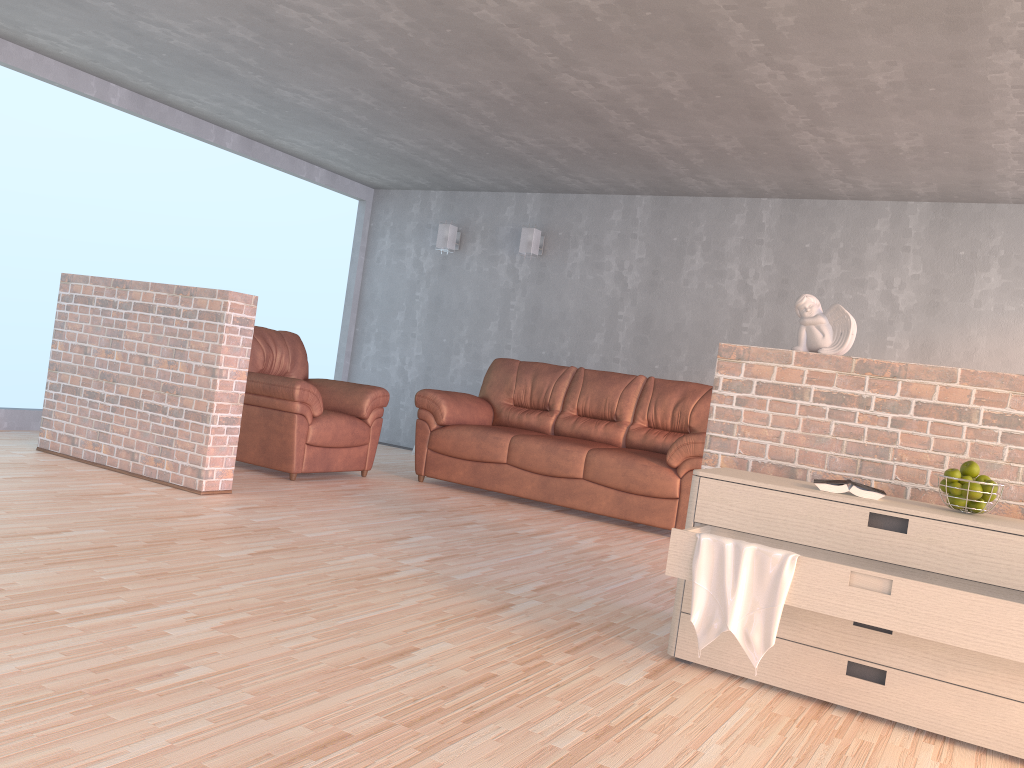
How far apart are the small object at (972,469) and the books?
0.25m

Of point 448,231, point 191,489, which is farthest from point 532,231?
point 191,489

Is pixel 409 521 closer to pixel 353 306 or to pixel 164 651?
pixel 164 651

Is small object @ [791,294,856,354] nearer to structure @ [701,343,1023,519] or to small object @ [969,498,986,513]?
structure @ [701,343,1023,519]

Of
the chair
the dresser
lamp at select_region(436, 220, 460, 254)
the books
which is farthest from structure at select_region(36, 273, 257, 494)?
lamp at select_region(436, 220, 460, 254)

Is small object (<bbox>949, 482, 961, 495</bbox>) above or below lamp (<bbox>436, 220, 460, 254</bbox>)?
below

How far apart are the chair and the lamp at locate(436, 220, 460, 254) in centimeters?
220cm

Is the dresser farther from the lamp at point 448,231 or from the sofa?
the lamp at point 448,231

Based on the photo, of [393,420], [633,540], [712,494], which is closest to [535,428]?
[633,540]

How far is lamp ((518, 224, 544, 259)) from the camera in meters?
7.7
